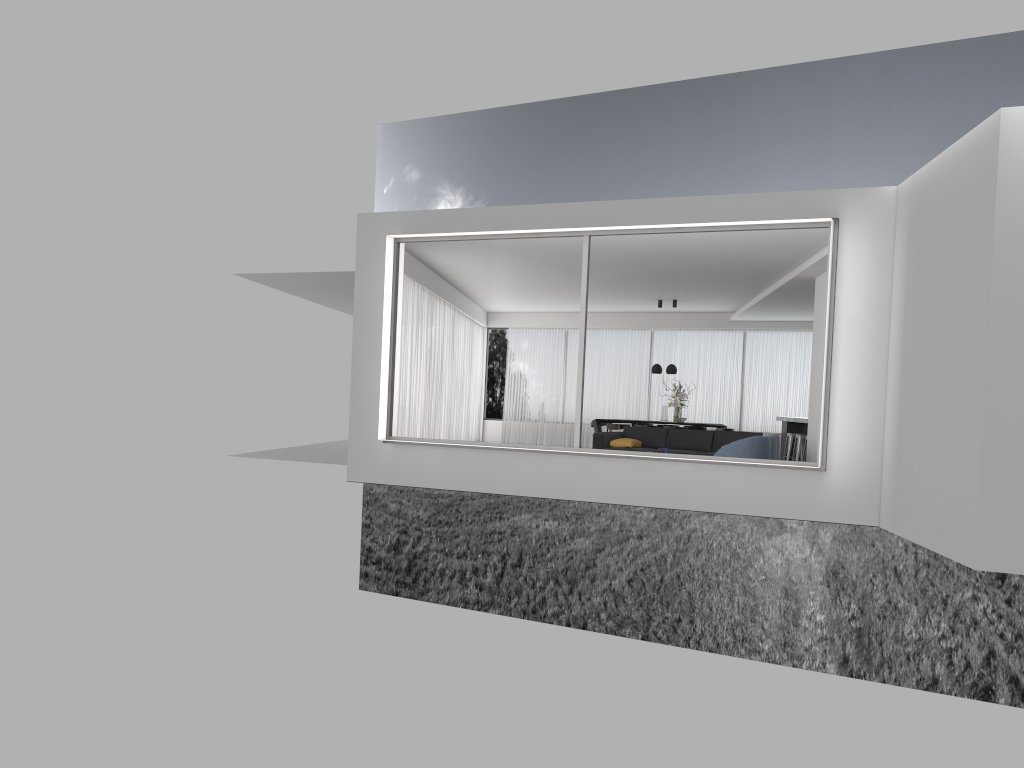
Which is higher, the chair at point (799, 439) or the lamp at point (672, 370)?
the lamp at point (672, 370)

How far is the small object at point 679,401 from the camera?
17.1 meters

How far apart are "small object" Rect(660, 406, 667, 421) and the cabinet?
2.25m

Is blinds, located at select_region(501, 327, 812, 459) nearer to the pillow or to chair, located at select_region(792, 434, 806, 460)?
chair, located at select_region(792, 434, 806, 460)

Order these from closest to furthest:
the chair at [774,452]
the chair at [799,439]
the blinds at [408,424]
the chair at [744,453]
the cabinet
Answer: the chair at [744,453], the chair at [774,452], the blinds at [408,424], the chair at [799,439], the cabinet

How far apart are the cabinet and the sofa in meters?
3.5

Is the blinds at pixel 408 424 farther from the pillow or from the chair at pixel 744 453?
the chair at pixel 744 453

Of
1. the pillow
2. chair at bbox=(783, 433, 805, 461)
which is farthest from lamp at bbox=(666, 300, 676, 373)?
the pillow

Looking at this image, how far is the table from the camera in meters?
17.6

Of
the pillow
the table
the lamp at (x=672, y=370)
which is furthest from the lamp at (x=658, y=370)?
the pillow
